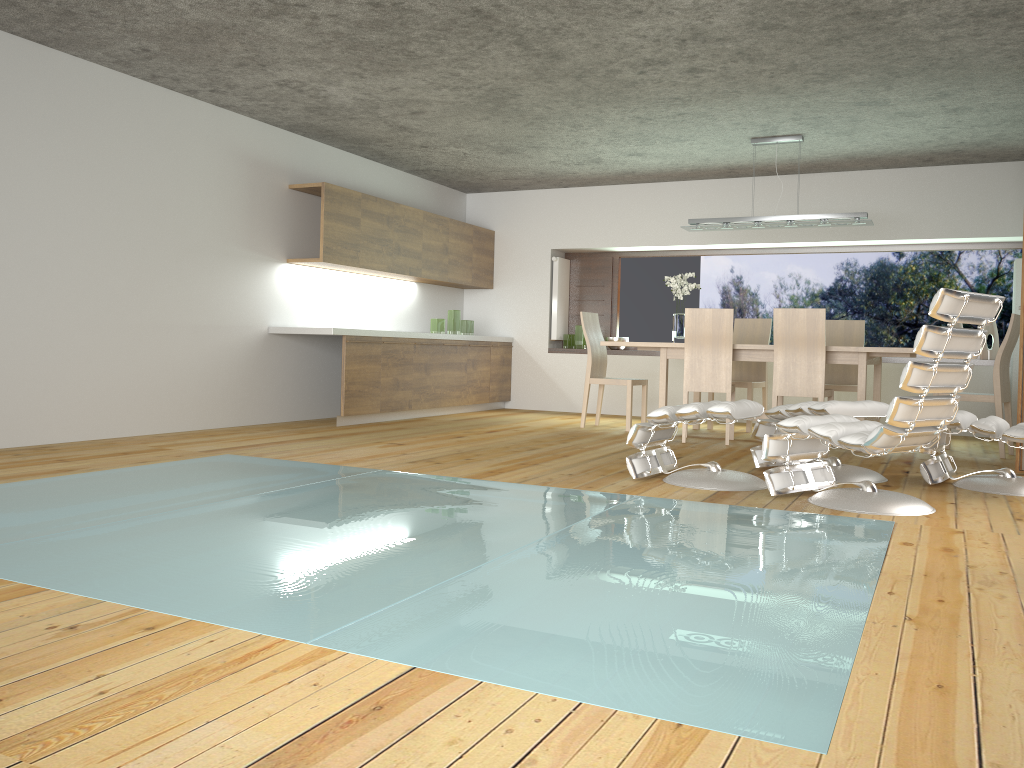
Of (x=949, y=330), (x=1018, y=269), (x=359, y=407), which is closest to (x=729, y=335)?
(x=1018, y=269)

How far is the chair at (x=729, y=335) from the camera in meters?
6.6 m

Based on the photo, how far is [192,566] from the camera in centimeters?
265cm

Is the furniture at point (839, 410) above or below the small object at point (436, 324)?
below

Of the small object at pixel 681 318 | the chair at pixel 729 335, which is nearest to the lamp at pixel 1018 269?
the chair at pixel 729 335

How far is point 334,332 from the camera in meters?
7.0 m

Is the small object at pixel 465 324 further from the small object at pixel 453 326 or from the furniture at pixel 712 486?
the furniture at pixel 712 486

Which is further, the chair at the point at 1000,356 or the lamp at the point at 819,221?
the lamp at the point at 819,221

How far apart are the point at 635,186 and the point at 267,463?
5.69m

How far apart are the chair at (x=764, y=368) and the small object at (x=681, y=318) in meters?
0.7
